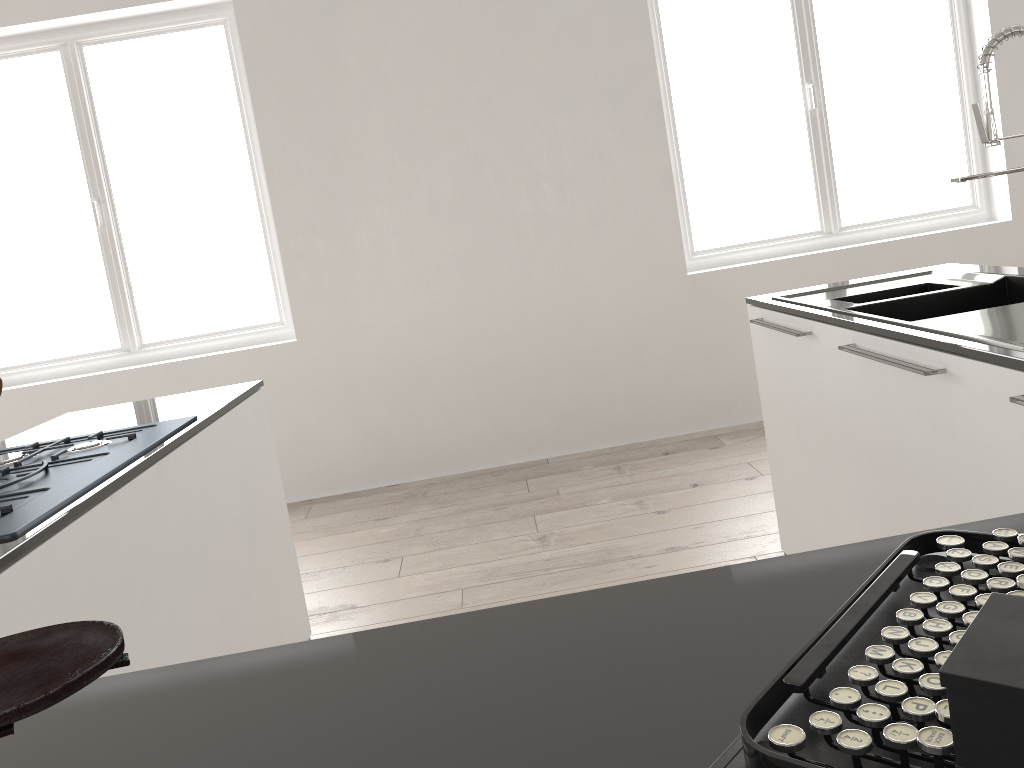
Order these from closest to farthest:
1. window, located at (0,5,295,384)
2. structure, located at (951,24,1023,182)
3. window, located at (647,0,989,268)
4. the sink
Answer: the sink → structure, located at (951,24,1023,182) → window, located at (0,5,295,384) → window, located at (647,0,989,268)

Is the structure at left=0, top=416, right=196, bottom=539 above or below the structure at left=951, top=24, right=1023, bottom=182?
below

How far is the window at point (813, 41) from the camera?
4.6 meters

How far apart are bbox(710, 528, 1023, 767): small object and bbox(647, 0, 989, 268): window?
4.1m

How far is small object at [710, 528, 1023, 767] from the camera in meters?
0.4

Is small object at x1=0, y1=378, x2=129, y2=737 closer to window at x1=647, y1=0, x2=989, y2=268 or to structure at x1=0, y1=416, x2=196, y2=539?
structure at x1=0, y1=416, x2=196, y2=539

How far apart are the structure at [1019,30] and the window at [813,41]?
2.74m

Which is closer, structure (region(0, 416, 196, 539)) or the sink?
structure (region(0, 416, 196, 539))

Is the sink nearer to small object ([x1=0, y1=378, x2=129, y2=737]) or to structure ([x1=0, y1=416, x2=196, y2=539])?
small object ([x1=0, y1=378, x2=129, y2=737])

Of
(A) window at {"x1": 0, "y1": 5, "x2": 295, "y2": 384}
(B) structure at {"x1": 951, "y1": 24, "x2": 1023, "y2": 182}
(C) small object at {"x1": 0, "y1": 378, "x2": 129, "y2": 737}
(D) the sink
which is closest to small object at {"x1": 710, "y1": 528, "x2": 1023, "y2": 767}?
(C) small object at {"x1": 0, "y1": 378, "x2": 129, "y2": 737}
